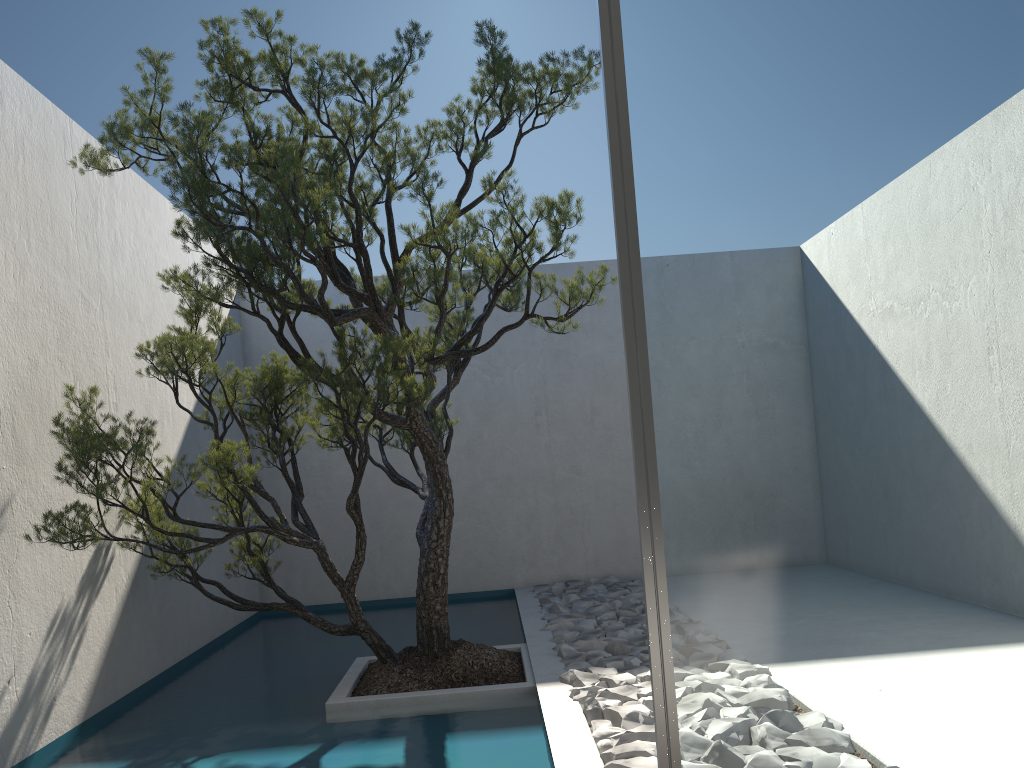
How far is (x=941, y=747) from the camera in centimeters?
168cm

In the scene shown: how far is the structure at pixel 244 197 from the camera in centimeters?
359cm

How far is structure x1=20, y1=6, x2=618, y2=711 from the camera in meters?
3.6

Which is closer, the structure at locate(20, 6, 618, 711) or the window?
the window

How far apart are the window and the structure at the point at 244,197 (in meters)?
1.83

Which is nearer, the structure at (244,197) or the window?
the window

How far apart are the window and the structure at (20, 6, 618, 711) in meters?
1.8
